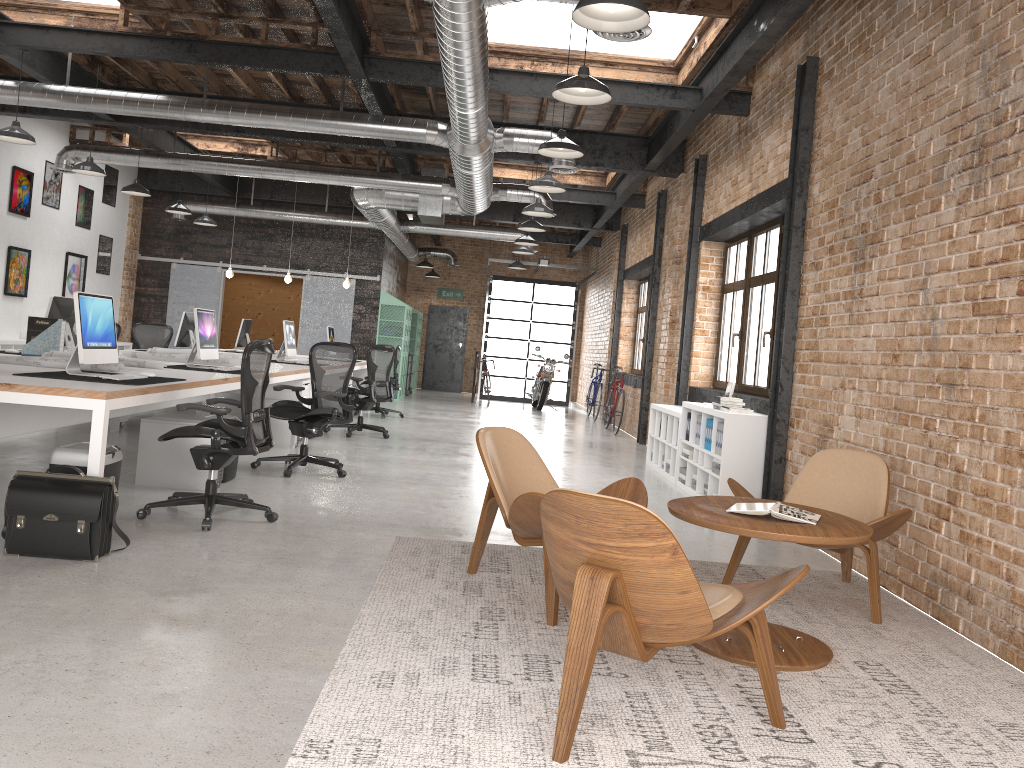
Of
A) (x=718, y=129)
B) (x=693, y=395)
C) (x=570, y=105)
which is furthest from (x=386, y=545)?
(x=570, y=105)

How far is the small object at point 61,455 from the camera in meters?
4.4 m

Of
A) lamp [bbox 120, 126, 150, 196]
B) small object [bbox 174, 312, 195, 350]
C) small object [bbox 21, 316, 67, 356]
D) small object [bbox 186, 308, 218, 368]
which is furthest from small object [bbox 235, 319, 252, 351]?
small object [bbox 21, 316, 67, 356]

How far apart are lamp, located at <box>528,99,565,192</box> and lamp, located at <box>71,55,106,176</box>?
4.9m

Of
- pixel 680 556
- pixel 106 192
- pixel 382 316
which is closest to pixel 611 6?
pixel 680 556

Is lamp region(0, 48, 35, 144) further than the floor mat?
Yes

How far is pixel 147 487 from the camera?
6.0m

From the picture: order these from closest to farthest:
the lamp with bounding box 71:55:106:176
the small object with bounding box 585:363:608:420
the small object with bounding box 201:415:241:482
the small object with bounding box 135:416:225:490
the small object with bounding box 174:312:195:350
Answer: the small object with bounding box 135:416:225:490 → the small object with bounding box 201:415:241:482 → the lamp with bounding box 71:55:106:176 → the small object with bounding box 174:312:195:350 → the small object with bounding box 585:363:608:420

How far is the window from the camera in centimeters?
821cm

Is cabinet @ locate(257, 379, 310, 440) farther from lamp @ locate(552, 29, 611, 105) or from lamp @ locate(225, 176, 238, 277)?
lamp @ locate(225, 176, 238, 277)
